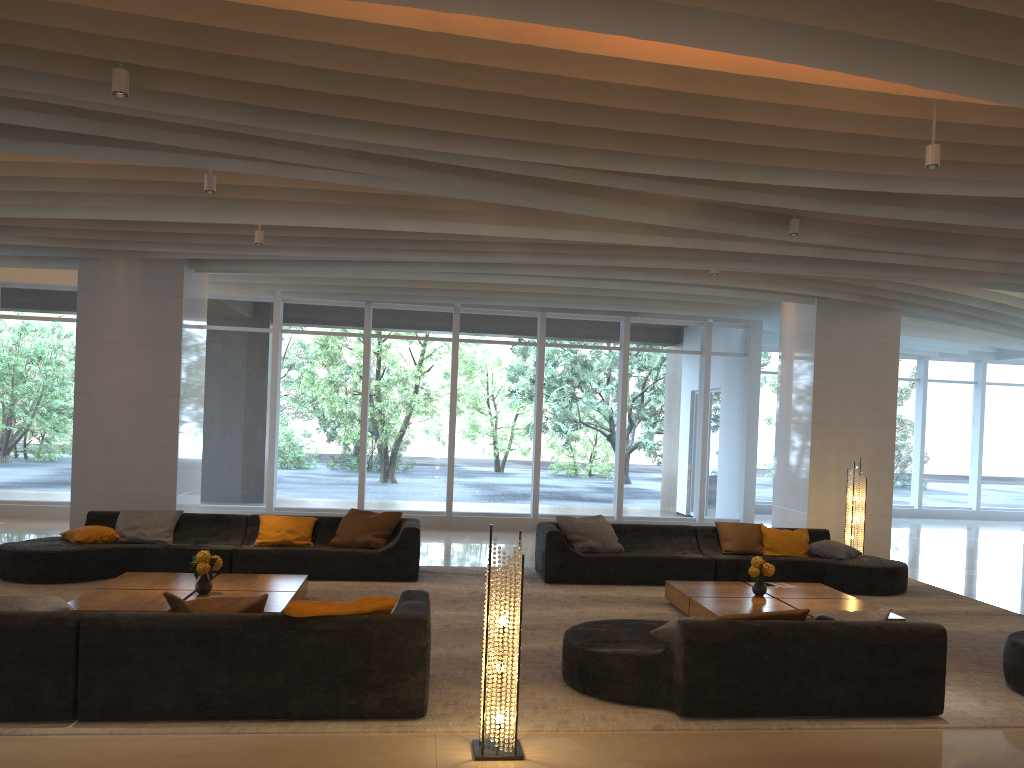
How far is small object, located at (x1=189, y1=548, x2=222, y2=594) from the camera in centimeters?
709cm

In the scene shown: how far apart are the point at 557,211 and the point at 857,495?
6.53m

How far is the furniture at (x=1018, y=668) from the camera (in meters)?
5.98

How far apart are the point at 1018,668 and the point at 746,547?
4.2m

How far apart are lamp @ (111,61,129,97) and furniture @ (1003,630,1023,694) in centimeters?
663cm

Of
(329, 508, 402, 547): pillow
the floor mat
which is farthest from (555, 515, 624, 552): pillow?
(329, 508, 402, 547): pillow

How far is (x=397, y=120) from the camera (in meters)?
5.63

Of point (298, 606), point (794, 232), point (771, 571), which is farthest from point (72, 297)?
point (771, 571)

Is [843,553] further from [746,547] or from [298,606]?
[298,606]

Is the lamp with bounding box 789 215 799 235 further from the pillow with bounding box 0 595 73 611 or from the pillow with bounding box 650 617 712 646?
the pillow with bounding box 0 595 73 611
